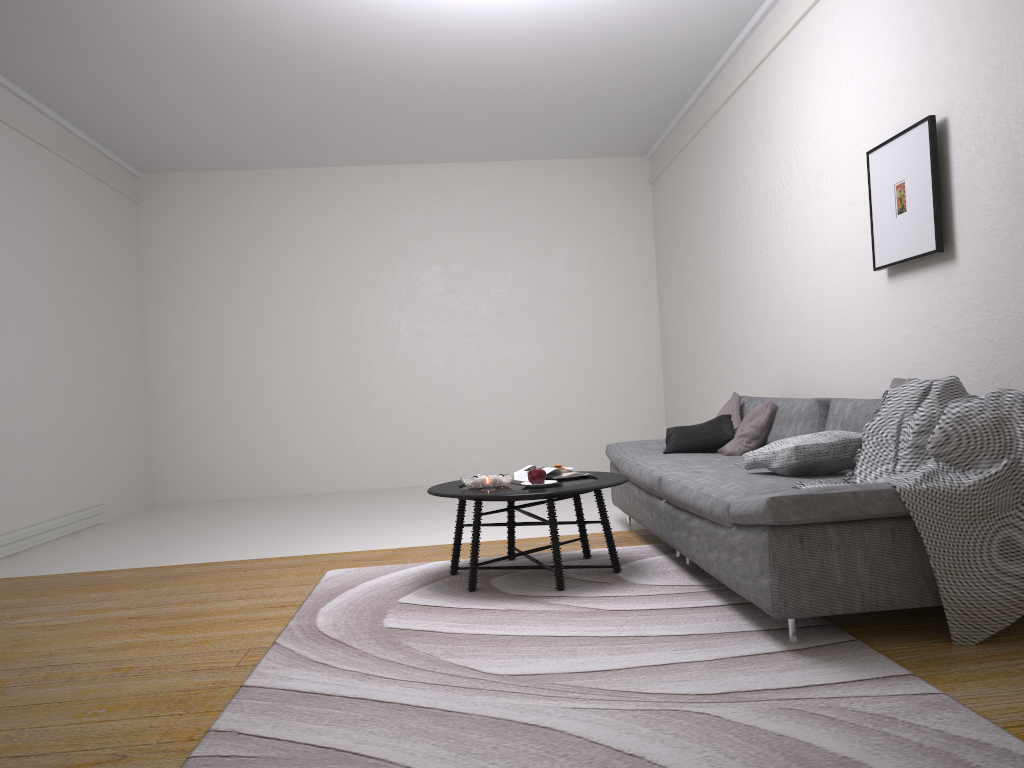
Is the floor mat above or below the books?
below

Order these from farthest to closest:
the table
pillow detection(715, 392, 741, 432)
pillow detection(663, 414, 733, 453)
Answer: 1. pillow detection(715, 392, 741, 432)
2. pillow detection(663, 414, 733, 453)
3. the table

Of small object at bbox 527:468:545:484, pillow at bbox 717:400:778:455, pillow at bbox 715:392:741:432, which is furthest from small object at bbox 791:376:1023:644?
pillow at bbox 715:392:741:432

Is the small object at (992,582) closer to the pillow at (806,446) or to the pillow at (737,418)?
the pillow at (806,446)

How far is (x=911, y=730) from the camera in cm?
206

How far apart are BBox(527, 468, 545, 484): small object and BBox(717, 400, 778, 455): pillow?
1.3 meters

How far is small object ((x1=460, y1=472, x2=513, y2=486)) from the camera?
4.03m

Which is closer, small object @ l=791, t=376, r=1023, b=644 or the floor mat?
the floor mat

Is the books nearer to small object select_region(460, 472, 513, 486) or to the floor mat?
small object select_region(460, 472, 513, 486)

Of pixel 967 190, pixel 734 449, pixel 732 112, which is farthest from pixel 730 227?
pixel 967 190
